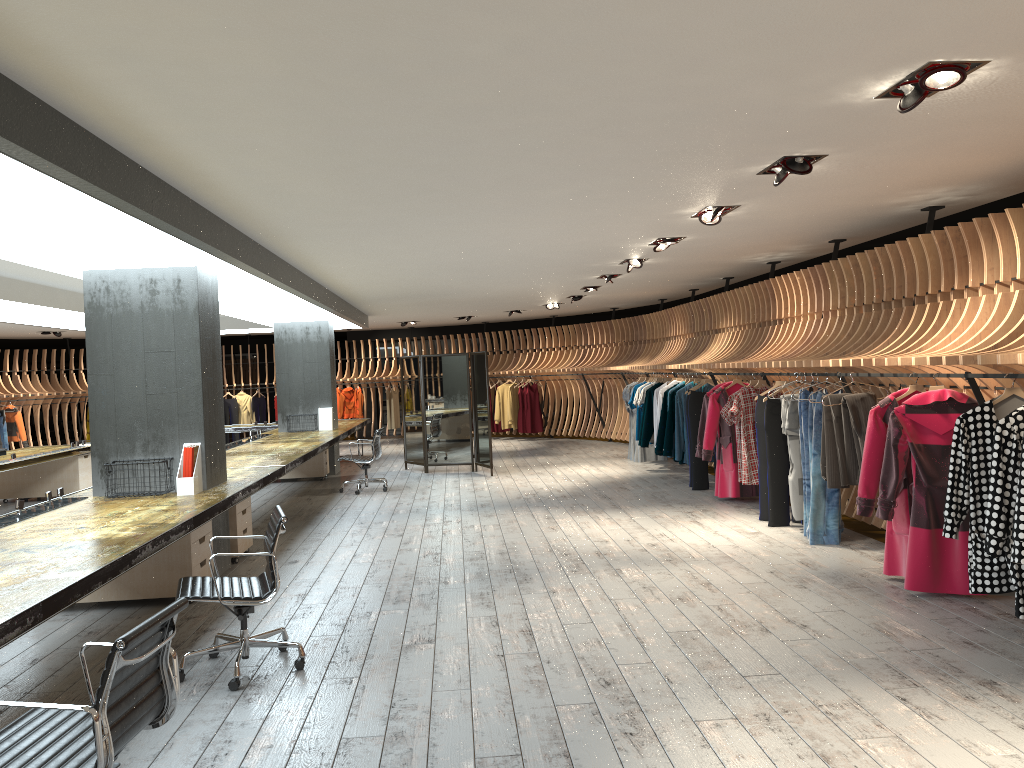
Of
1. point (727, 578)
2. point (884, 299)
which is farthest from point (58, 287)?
point (884, 299)

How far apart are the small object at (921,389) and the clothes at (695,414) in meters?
4.9

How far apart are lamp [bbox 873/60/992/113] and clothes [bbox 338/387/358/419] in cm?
1837

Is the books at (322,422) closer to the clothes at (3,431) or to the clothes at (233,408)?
the clothes at (233,408)

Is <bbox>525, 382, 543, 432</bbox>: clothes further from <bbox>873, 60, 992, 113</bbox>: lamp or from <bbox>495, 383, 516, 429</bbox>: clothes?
<bbox>873, 60, 992, 113</bbox>: lamp

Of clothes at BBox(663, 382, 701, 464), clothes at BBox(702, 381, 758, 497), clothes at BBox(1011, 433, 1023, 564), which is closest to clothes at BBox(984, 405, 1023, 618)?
clothes at BBox(1011, 433, 1023, 564)

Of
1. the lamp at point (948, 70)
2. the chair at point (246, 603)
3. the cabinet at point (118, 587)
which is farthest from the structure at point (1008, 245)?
the cabinet at point (118, 587)

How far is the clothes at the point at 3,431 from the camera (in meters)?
17.99

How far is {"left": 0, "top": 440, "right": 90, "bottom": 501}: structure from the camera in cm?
1109

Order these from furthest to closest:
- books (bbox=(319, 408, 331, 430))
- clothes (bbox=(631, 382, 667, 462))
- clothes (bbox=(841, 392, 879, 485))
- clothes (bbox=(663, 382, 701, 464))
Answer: books (bbox=(319, 408, 331, 430)) → clothes (bbox=(631, 382, 667, 462)) → clothes (bbox=(663, 382, 701, 464)) → clothes (bbox=(841, 392, 879, 485))
